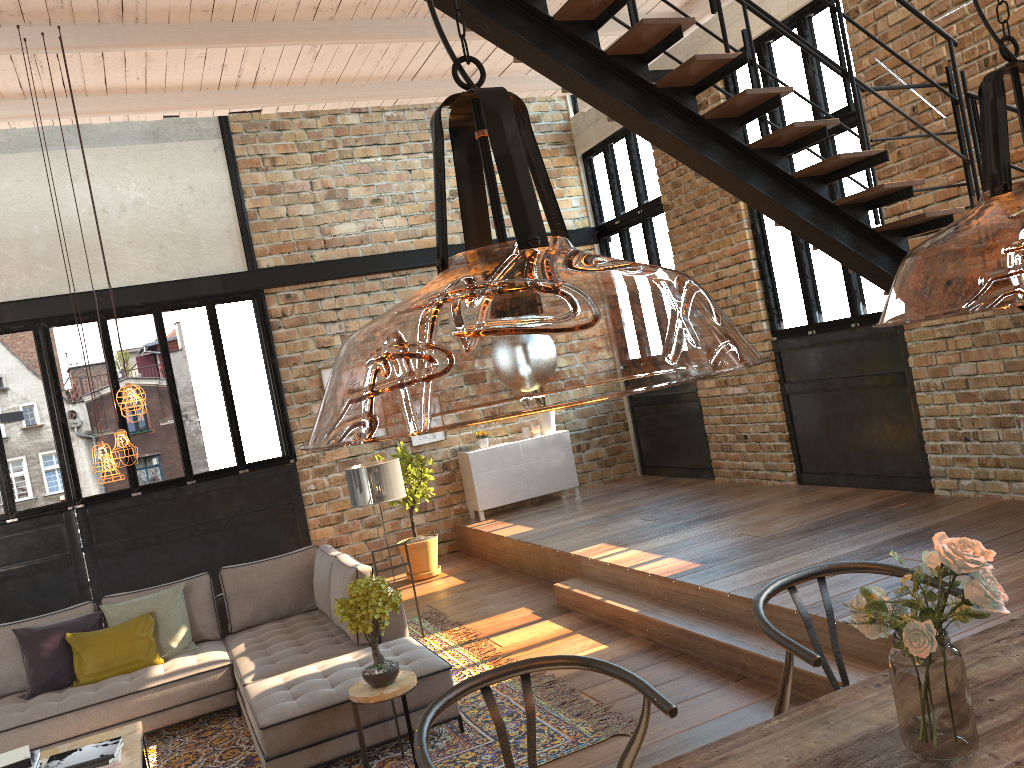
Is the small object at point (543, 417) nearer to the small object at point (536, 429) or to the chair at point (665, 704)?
the small object at point (536, 429)

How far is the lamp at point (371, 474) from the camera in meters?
6.6

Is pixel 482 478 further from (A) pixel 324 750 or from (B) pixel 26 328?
(A) pixel 324 750

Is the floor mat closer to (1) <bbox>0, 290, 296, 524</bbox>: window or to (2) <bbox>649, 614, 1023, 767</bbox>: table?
(2) <bbox>649, 614, 1023, 767</bbox>: table

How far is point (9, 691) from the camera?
5.97m

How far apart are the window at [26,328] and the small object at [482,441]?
2.1m

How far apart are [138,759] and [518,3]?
4.21m

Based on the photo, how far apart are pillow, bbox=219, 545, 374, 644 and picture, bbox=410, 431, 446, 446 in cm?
330

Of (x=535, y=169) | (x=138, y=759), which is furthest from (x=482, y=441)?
(x=535, y=169)

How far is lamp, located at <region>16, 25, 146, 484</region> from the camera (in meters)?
4.77
